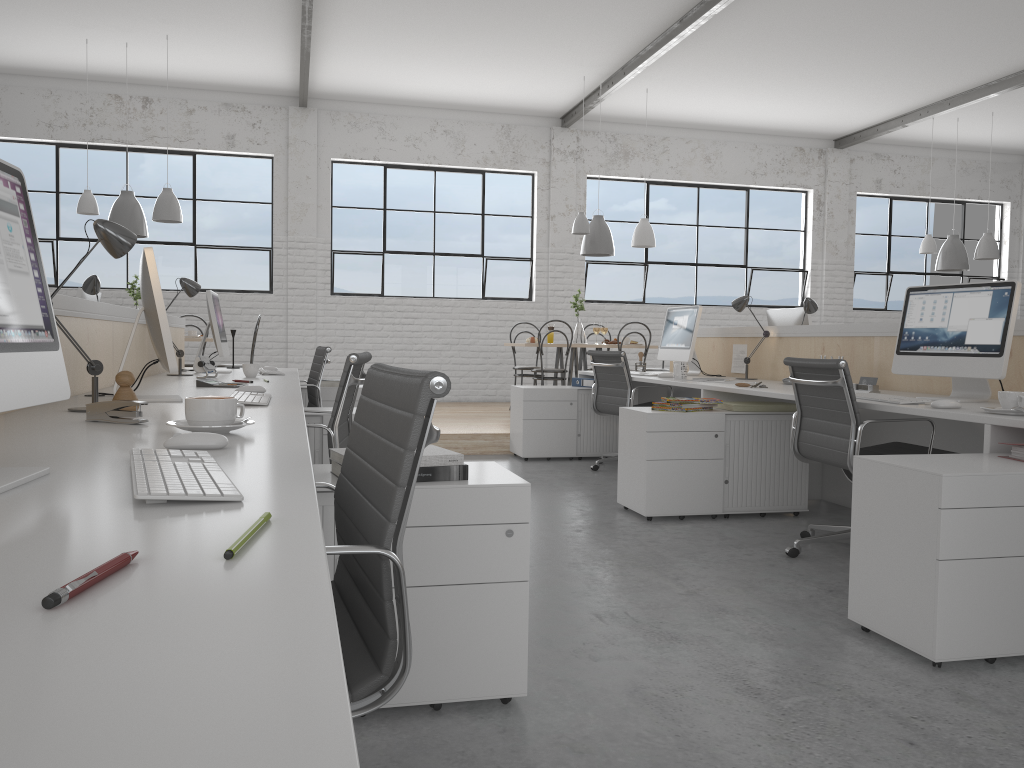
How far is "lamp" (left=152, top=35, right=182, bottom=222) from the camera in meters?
5.7

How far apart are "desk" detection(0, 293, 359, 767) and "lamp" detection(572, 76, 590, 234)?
3.0m

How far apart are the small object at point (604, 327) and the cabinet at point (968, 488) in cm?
463

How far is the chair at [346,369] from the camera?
2.18m

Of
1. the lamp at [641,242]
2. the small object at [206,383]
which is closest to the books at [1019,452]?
the small object at [206,383]

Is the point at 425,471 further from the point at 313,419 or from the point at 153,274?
the point at 313,419

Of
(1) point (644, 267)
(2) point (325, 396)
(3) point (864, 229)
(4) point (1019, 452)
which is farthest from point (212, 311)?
(3) point (864, 229)

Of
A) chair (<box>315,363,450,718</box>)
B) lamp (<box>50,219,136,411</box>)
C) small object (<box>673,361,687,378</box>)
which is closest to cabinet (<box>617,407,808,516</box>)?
small object (<box>673,361,687,378</box>)

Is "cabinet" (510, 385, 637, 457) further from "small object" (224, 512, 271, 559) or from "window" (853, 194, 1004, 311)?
"window" (853, 194, 1004, 311)

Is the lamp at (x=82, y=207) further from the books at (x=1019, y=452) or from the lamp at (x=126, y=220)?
the books at (x=1019, y=452)
